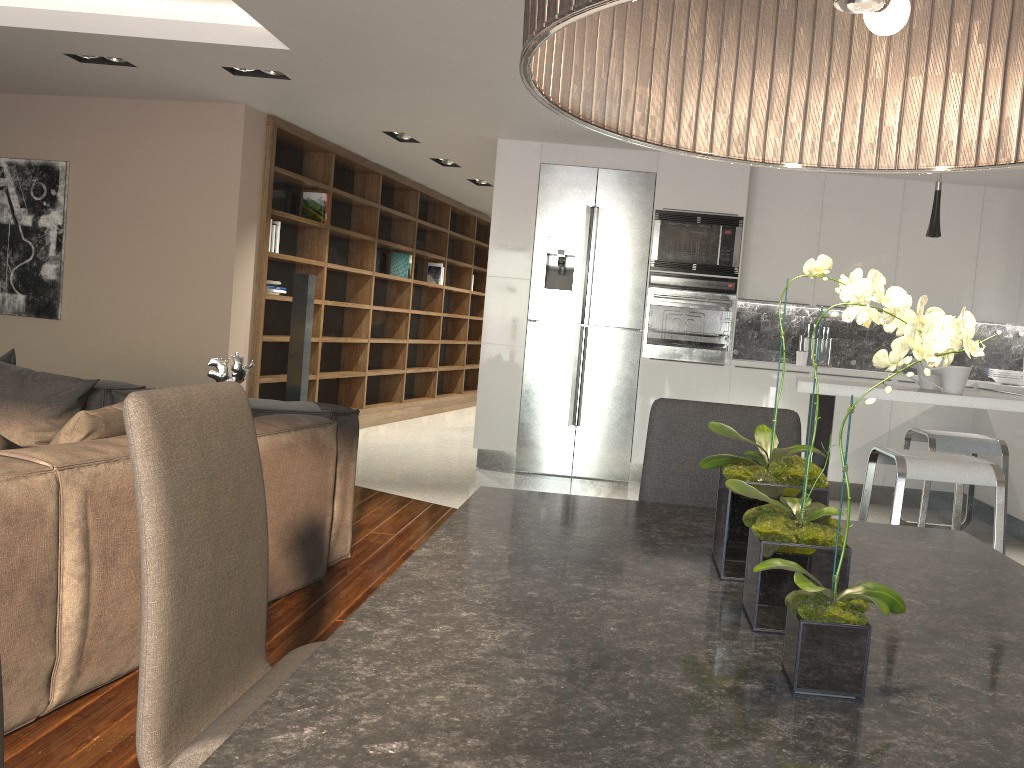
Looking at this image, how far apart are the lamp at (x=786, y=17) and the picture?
6.6m

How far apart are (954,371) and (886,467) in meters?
3.4

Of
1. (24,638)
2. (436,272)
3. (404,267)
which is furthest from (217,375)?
(436,272)

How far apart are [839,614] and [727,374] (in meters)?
5.78

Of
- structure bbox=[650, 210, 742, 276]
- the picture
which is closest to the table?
structure bbox=[650, 210, 742, 276]

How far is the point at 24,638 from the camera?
2.21m

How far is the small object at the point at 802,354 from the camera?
6.7m

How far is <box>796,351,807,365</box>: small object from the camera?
6.7 meters

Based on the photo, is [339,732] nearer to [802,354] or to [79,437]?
[79,437]

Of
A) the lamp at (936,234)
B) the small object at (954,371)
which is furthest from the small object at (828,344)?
the small object at (954,371)
